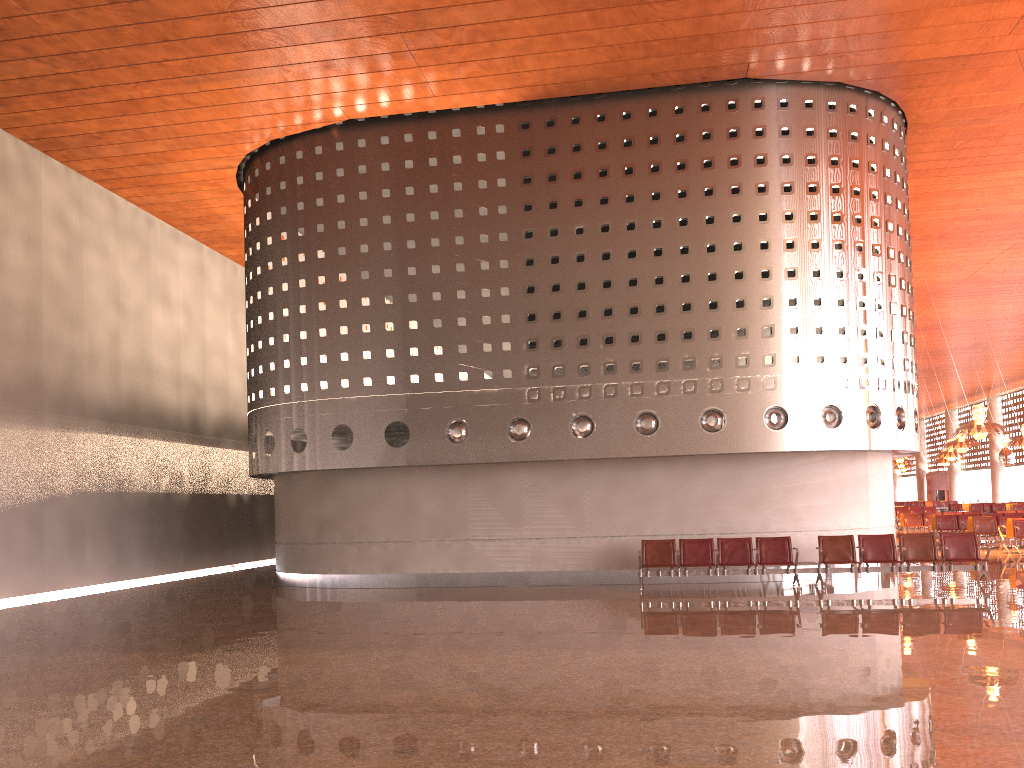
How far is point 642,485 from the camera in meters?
16.4
